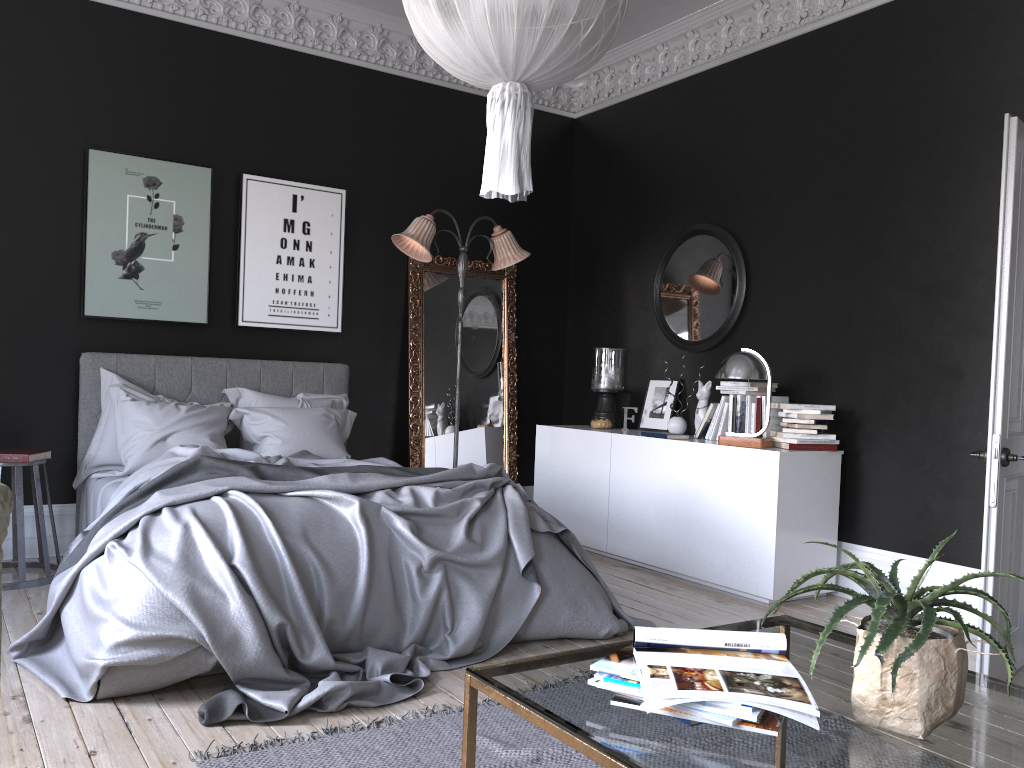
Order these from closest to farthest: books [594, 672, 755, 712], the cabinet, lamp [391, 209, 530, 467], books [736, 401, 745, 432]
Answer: books [594, 672, 755, 712]
the cabinet
books [736, 401, 745, 432]
lamp [391, 209, 530, 467]

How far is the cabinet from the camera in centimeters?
504cm

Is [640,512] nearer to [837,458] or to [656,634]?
[837,458]

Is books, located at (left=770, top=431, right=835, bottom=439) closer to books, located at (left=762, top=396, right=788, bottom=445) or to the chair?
books, located at (left=762, top=396, right=788, bottom=445)

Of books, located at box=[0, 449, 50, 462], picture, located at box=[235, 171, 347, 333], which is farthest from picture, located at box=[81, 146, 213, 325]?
books, located at box=[0, 449, 50, 462]

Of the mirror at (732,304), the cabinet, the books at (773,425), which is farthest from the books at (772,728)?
the mirror at (732,304)

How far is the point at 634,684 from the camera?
1.75m

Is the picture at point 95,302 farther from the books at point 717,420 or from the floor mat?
the floor mat

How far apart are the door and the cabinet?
1.3m

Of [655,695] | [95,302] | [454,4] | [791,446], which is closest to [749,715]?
[655,695]
